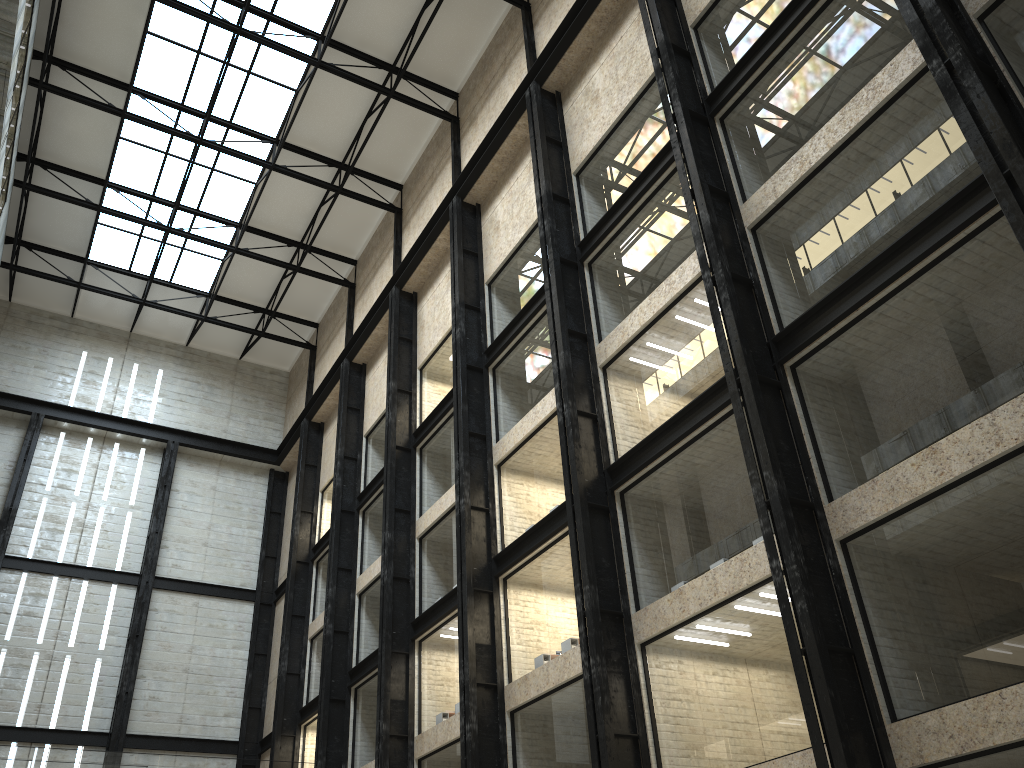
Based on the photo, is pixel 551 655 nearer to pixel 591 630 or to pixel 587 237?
pixel 591 630

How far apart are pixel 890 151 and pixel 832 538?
11.2 meters
